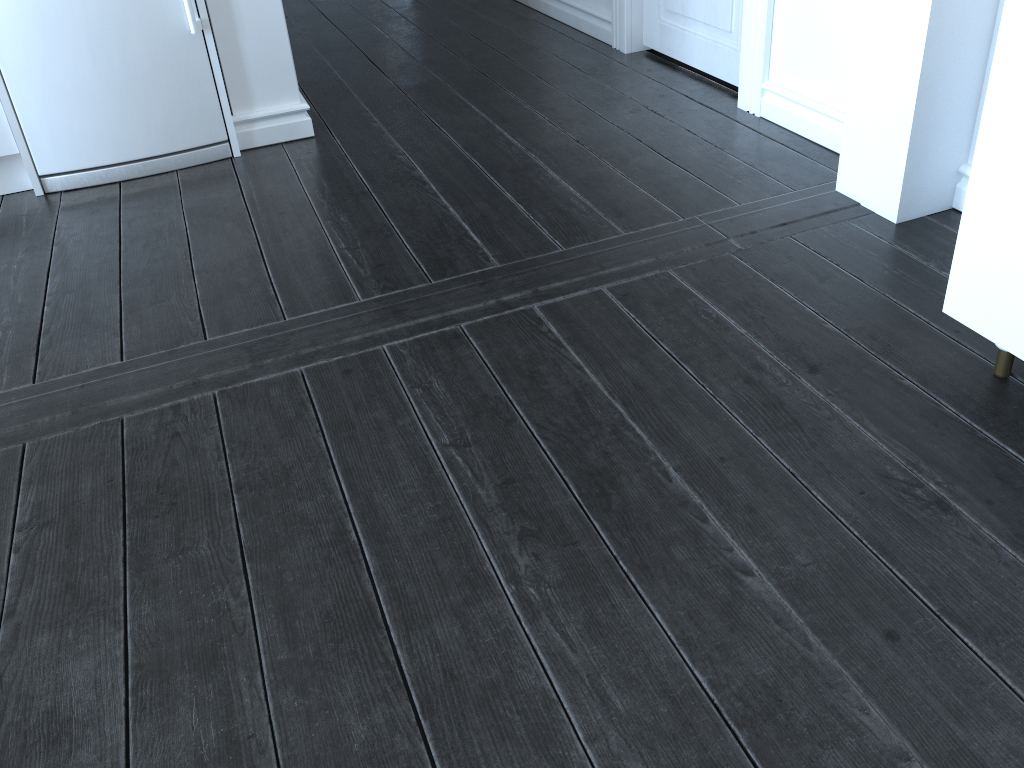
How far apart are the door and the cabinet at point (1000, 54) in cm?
140

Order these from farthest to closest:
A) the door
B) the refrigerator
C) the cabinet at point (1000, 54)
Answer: the door
the refrigerator
the cabinet at point (1000, 54)

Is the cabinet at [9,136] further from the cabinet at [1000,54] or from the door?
the cabinet at [1000,54]

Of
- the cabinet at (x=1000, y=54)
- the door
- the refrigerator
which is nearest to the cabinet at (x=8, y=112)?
the refrigerator

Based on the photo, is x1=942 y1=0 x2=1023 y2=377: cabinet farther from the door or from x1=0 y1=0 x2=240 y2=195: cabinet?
x1=0 y1=0 x2=240 y2=195: cabinet

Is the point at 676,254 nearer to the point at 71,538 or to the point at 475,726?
the point at 475,726

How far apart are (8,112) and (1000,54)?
2.5 meters

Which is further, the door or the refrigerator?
the door

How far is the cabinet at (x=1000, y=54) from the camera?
1.33m

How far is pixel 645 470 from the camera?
1.50m
